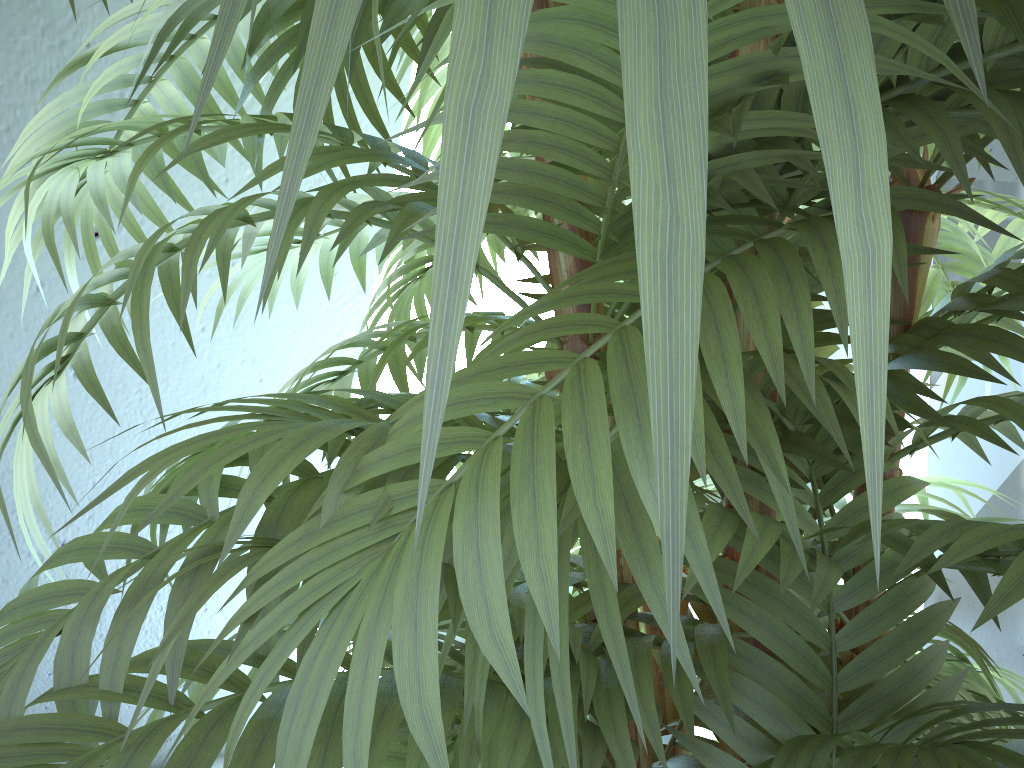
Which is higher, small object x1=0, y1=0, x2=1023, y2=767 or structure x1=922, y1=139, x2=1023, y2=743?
small object x1=0, y1=0, x2=1023, y2=767

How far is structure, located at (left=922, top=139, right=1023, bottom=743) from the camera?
1.6 meters

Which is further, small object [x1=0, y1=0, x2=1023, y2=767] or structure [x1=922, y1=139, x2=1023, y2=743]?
structure [x1=922, y1=139, x2=1023, y2=743]

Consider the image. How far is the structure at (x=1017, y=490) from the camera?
1.6 meters

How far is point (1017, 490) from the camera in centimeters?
163cm

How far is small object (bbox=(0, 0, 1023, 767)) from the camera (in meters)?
0.10

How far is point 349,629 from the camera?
0.28m

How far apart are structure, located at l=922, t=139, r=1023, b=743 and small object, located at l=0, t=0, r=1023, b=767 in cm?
96

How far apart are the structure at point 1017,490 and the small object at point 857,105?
0.96m

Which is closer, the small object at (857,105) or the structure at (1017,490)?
the small object at (857,105)
